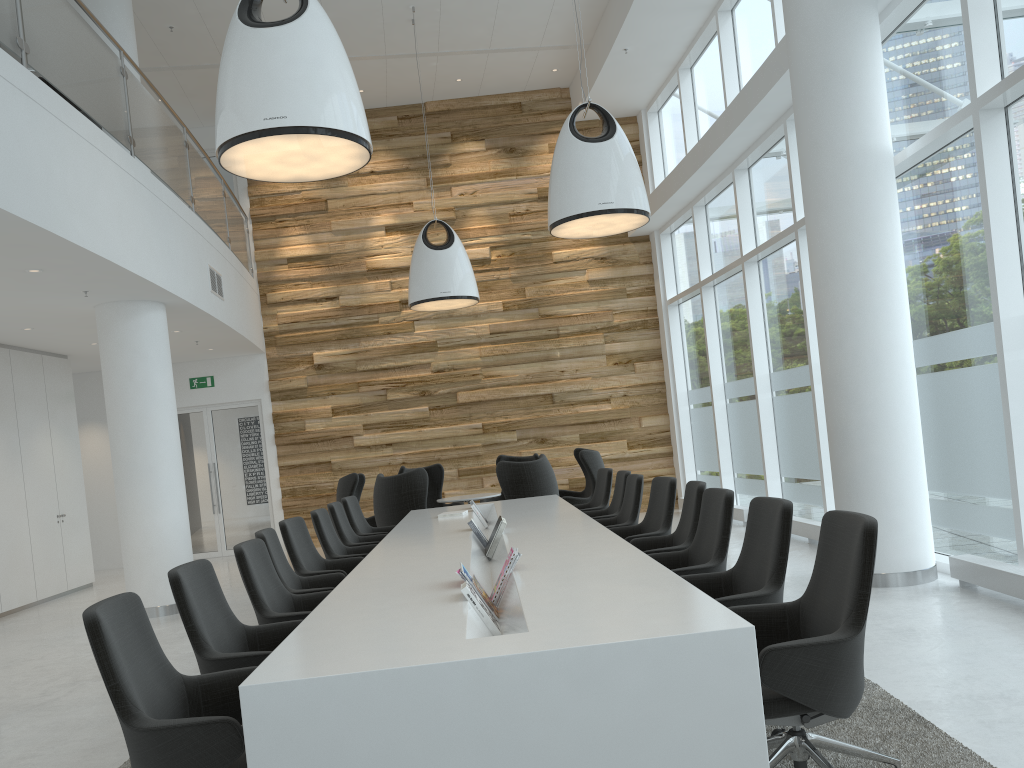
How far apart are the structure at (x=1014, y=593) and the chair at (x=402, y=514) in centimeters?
526cm

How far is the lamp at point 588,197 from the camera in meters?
7.2 m

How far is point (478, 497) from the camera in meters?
10.6 m

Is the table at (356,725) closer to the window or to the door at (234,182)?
the window

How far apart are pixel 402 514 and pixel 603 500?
2.31m

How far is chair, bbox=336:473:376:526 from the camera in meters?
10.6 m

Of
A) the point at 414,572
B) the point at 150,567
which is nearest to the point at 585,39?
the point at 150,567

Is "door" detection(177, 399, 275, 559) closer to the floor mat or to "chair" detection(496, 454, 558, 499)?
"chair" detection(496, 454, 558, 499)

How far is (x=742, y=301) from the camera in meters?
11.0 m

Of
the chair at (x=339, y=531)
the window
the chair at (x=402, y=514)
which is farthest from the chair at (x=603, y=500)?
the window
